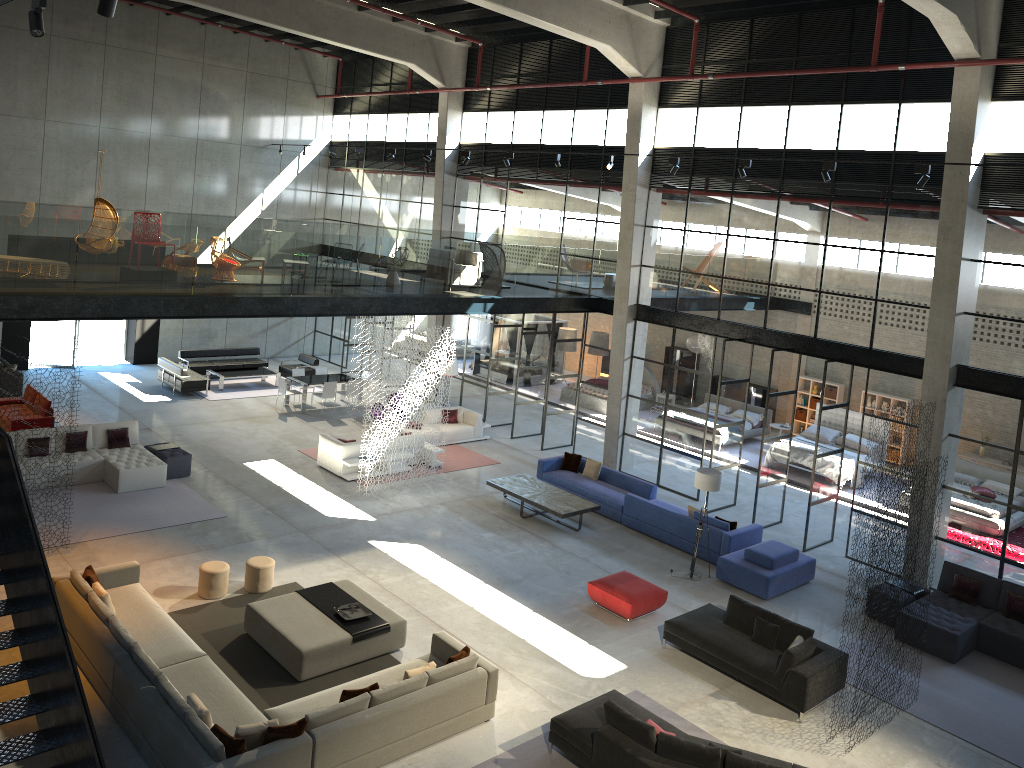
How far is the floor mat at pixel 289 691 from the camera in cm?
1051

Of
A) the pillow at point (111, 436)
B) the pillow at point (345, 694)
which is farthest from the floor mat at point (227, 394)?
the pillow at point (345, 694)

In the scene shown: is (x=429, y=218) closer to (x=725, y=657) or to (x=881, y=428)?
(x=881, y=428)

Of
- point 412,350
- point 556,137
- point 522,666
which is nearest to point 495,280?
point 412,350

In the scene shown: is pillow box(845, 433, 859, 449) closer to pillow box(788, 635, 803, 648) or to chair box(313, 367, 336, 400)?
pillow box(788, 635, 803, 648)

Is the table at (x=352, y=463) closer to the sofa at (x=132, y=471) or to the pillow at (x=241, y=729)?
the sofa at (x=132, y=471)

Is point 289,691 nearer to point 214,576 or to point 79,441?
point 214,576

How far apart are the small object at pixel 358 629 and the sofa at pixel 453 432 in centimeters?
882cm

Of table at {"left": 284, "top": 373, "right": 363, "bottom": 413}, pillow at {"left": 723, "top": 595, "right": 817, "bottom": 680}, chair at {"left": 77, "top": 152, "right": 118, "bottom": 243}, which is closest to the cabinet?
table at {"left": 284, "top": 373, "right": 363, "bottom": 413}

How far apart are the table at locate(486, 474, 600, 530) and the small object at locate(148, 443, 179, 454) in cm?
662
